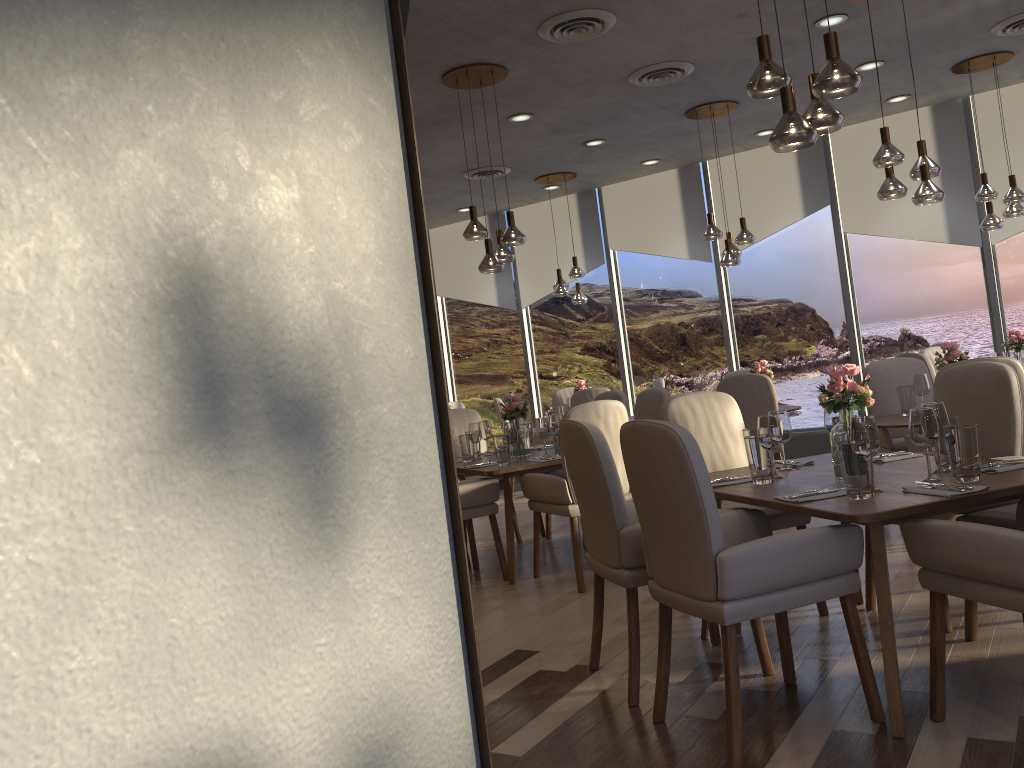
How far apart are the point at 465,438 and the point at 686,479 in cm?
333

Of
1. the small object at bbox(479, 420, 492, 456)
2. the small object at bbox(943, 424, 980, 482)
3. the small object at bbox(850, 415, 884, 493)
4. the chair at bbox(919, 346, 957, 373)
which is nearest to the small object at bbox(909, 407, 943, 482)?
the small object at bbox(943, 424, 980, 482)

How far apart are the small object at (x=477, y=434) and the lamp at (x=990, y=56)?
4.27m

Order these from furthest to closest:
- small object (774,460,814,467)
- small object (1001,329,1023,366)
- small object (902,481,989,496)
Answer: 1. small object (1001,329,1023,366)
2. small object (774,460,814,467)
3. small object (902,481,989,496)

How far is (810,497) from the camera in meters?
2.9

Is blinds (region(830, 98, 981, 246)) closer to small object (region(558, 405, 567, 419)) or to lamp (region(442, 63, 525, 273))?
small object (region(558, 405, 567, 419))

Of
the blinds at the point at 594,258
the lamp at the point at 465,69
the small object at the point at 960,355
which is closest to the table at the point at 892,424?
the small object at the point at 960,355

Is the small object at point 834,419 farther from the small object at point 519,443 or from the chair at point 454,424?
the chair at point 454,424

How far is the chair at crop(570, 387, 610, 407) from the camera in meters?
8.3

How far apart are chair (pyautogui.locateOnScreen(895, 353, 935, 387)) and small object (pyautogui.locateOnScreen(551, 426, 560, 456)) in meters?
3.1 m
